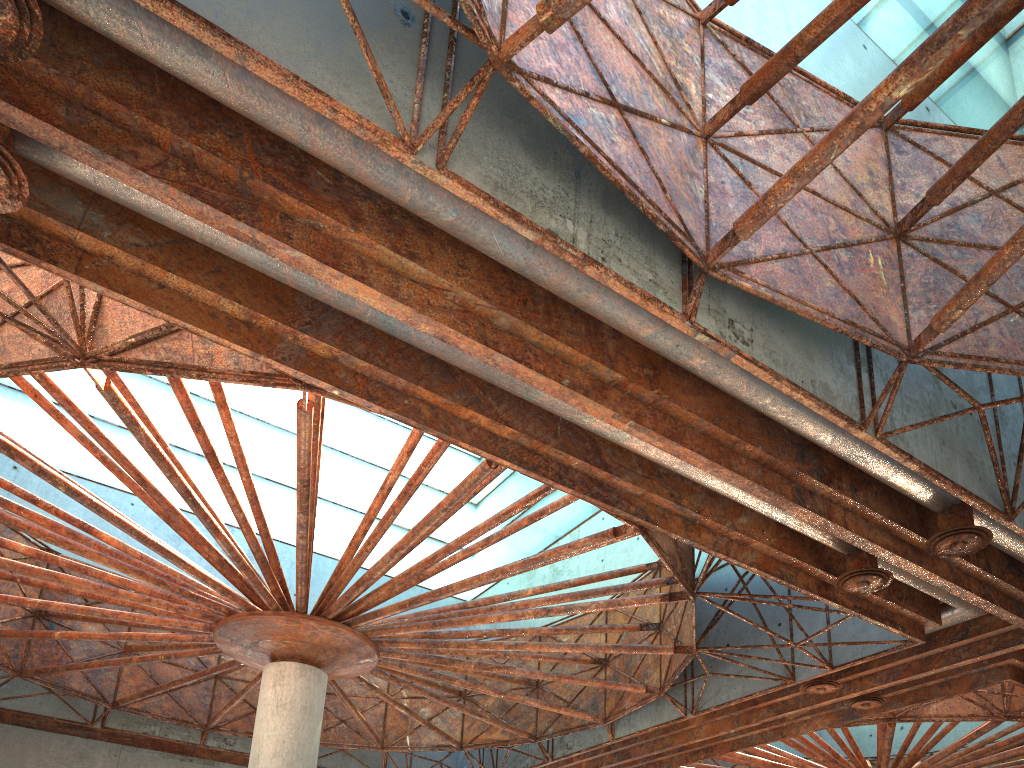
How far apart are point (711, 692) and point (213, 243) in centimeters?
2090cm

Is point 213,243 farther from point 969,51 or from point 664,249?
point 969,51
